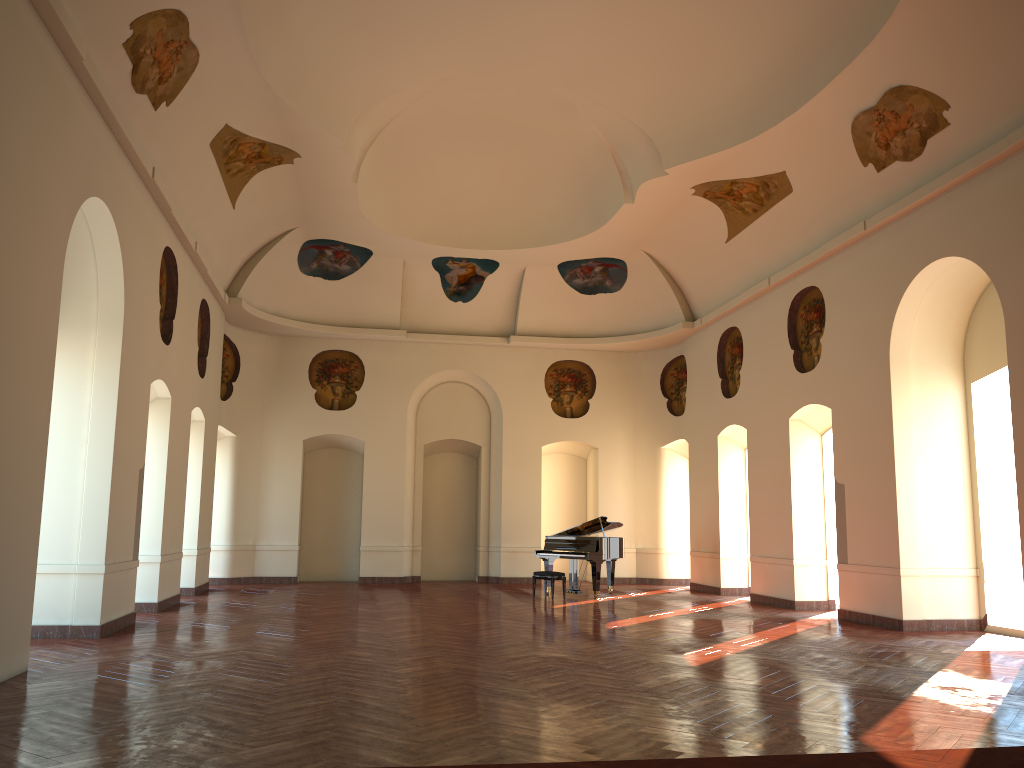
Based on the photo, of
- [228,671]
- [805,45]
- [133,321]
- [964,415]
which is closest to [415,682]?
[228,671]
